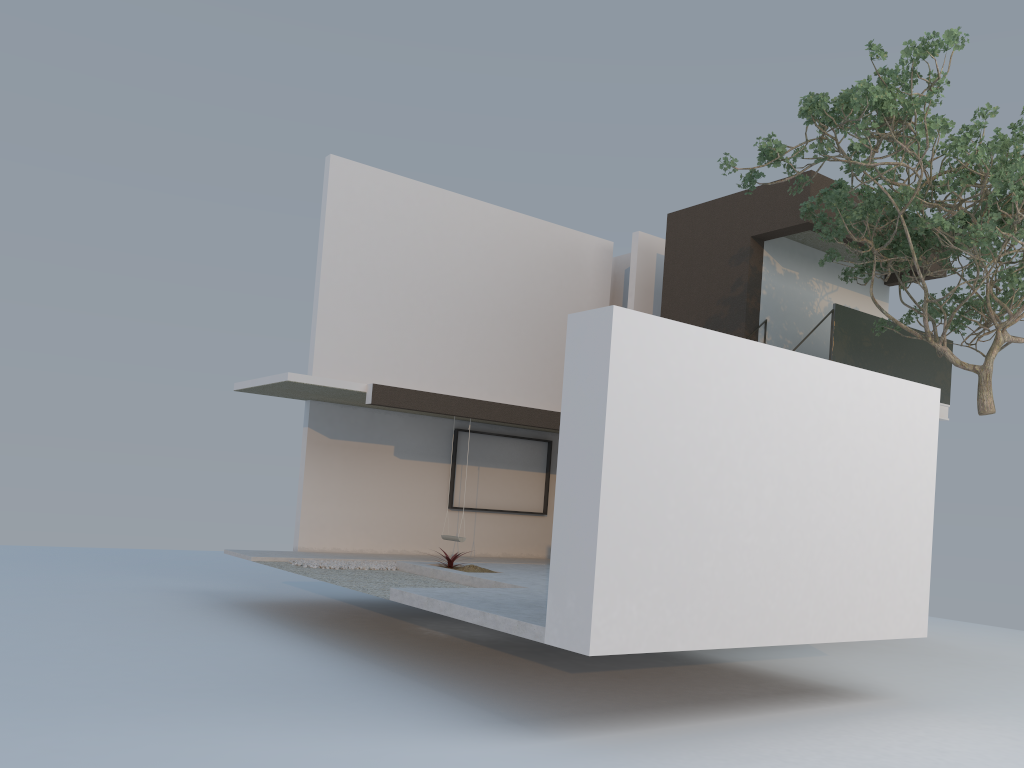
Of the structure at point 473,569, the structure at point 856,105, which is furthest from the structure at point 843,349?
the structure at point 473,569

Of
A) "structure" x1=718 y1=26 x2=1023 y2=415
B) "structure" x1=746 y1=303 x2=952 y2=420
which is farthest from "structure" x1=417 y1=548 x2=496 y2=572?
"structure" x1=746 y1=303 x2=952 y2=420

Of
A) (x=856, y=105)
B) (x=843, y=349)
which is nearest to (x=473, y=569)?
(x=843, y=349)

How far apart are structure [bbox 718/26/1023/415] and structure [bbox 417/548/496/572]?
5.48m

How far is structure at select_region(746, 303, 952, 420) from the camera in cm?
1245

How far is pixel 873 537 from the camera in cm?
771

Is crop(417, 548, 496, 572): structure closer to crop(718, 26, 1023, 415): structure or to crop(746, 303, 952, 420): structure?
crop(718, 26, 1023, 415): structure

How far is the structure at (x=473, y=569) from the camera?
10.6m

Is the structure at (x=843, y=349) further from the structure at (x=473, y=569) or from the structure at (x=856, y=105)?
the structure at (x=473, y=569)

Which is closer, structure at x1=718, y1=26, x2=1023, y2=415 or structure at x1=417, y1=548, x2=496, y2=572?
structure at x1=718, y1=26, x2=1023, y2=415
